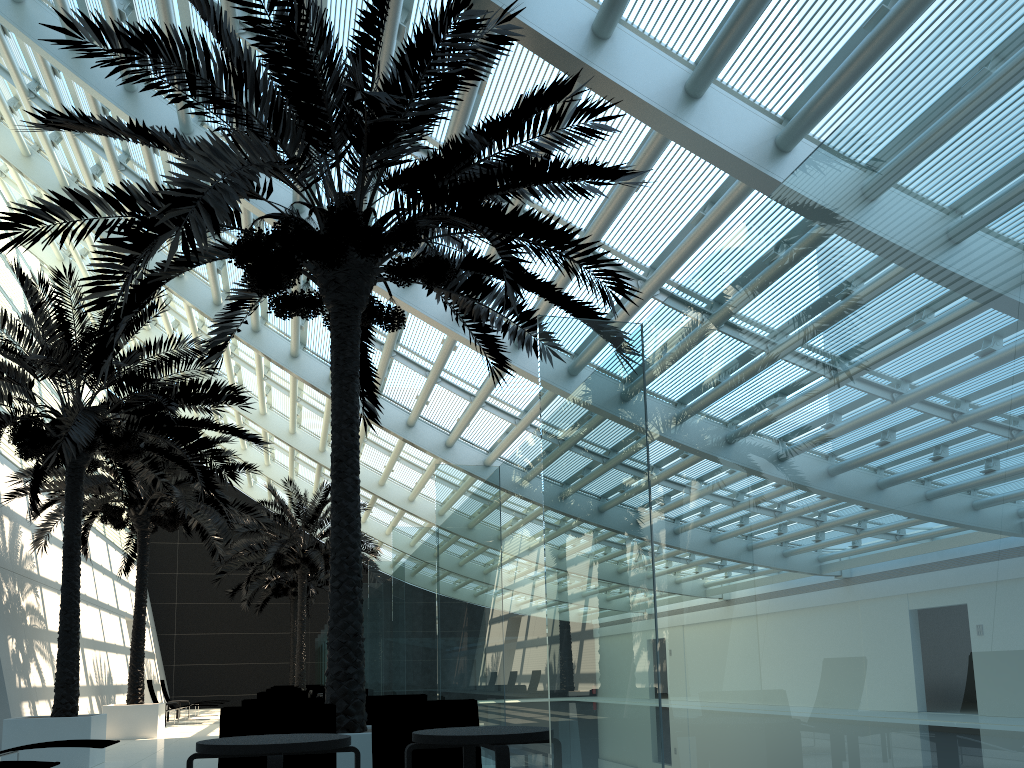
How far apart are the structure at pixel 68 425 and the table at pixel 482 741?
7.7m

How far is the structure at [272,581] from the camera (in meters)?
30.63

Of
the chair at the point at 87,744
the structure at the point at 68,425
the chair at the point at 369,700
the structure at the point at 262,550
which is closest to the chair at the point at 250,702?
the chair at the point at 369,700

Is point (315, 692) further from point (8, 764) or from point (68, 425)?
point (8, 764)

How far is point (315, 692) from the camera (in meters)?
17.33

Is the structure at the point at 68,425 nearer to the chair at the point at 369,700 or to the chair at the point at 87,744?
the chair at the point at 87,744

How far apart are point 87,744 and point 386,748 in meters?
4.6 m

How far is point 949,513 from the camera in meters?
2.1 m

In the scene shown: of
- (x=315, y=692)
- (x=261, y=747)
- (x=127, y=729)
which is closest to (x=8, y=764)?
(x=261, y=747)

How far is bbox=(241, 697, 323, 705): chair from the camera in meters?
7.3
